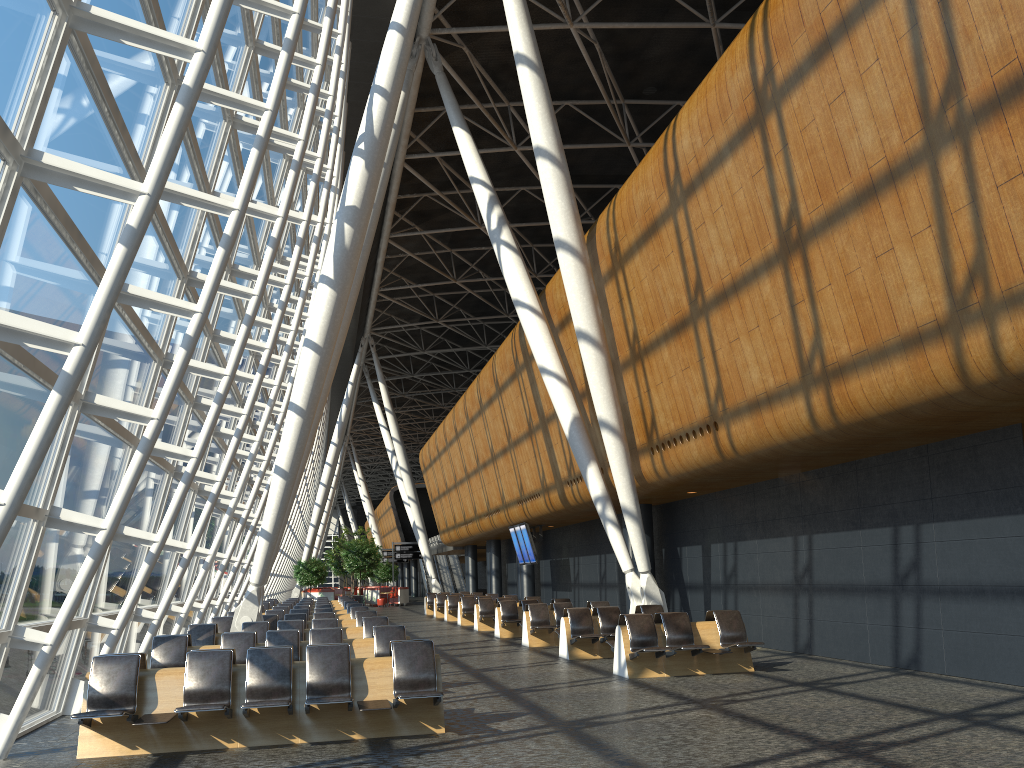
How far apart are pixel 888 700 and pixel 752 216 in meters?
6.0

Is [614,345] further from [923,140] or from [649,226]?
[923,140]

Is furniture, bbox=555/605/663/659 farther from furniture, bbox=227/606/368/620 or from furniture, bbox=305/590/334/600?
furniture, bbox=305/590/334/600

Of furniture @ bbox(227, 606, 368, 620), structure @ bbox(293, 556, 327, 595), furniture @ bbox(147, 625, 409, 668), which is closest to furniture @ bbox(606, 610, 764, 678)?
furniture @ bbox(147, 625, 409, 668)

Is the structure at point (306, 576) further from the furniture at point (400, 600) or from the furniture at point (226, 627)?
the furniture at point (226, 627)

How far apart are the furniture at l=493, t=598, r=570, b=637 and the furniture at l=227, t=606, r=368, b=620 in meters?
3.4 m

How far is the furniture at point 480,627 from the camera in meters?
23.4

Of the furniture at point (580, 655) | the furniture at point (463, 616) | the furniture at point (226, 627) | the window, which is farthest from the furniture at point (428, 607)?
the furniture at point (580, 655)

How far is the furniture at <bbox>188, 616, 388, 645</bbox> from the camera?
13.5m

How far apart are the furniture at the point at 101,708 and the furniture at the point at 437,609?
23.75m
